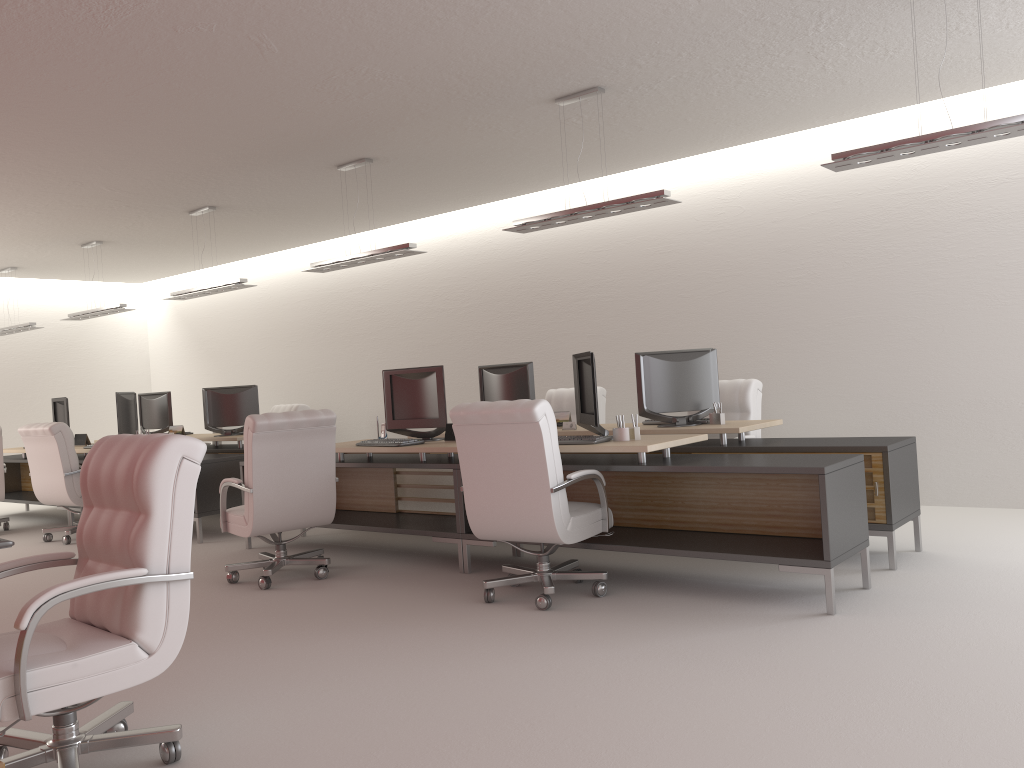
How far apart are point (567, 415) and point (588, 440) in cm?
256

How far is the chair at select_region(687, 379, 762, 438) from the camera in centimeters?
969cm

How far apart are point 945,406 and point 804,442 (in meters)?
3.12

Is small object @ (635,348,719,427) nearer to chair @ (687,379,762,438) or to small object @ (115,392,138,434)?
chair @ (687,379,762,438)

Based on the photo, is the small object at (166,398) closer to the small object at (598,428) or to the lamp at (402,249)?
the lamp at (402,249)

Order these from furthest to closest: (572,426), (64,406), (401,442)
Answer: (64,406)
(572,426)
(401,442)

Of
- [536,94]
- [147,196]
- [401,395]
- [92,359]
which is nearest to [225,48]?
[536,94]

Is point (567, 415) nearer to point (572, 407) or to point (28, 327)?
point (572, 407)

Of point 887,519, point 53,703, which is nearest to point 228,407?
point 887,519

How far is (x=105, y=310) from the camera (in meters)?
14.38
